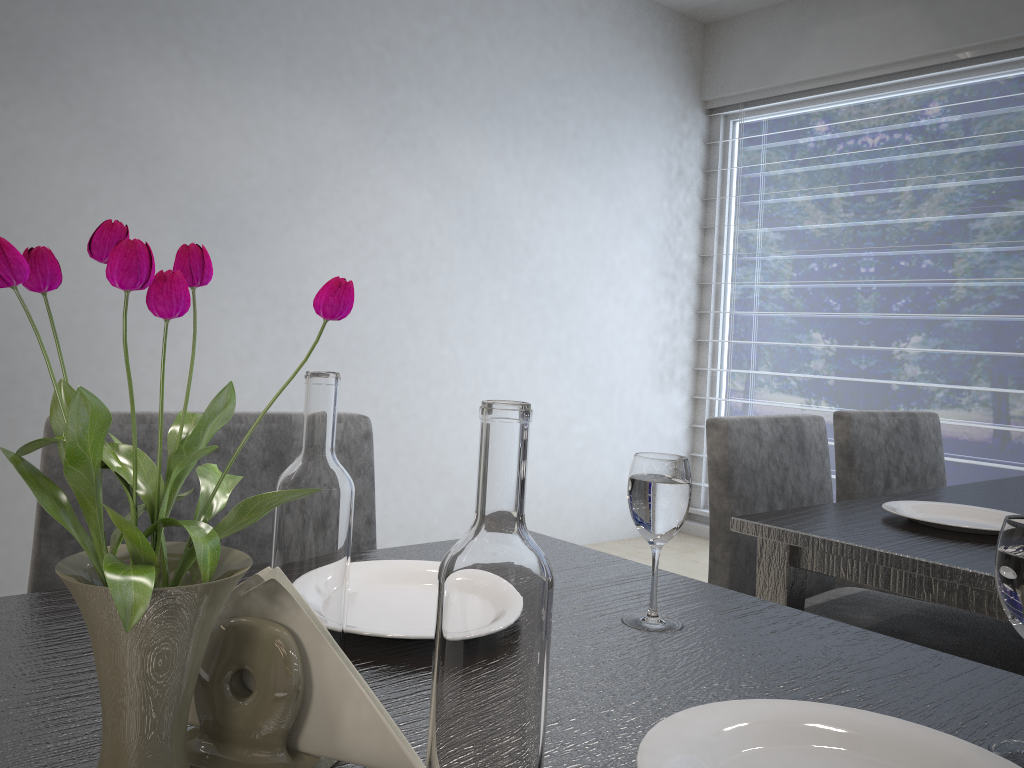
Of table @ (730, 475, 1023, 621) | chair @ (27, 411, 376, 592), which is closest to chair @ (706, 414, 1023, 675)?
table @ (730, 475, 1023, 621)

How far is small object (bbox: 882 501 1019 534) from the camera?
Result: 1.2m

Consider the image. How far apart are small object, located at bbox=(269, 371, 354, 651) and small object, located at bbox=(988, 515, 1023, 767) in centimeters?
40cm

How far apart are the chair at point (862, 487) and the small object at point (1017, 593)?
1.36m

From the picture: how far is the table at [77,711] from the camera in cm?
52

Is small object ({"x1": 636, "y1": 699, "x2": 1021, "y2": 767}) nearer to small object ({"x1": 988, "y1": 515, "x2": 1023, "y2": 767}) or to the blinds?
small object ({"x1": 988, "y1": 515, "x2": 1023, "y2": 767})

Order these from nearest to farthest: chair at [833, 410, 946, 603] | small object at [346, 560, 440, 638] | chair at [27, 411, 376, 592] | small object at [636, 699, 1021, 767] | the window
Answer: small object at [636, 699, 1021, 767], small object at [346, 560, 440, 638], chair at [27, 411, 376, 592], chair at [833, 410, 946, 603], the window

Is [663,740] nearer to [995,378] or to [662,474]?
[662,474]

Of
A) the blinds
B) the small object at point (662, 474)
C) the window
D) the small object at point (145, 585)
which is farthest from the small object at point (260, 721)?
the blinds

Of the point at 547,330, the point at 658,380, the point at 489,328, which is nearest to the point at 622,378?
the point at 658,380
